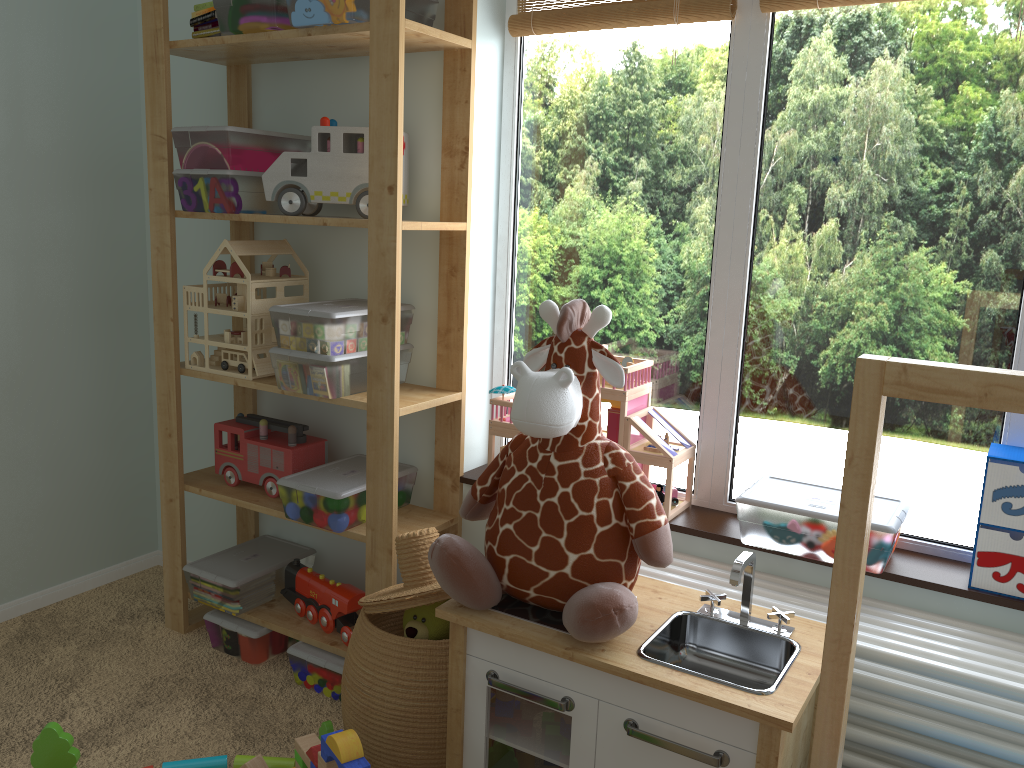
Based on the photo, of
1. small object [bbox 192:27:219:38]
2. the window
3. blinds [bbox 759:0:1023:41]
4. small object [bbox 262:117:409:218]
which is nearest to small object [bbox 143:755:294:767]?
the window

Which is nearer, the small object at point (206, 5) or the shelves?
the shelves

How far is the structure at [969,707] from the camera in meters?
1.4

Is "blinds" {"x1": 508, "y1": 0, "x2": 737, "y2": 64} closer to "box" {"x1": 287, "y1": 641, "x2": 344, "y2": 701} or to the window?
the window

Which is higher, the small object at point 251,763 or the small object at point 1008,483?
the small object at point 1008,483

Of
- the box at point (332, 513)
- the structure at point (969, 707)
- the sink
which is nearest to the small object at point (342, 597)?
the box at point (332, 513)

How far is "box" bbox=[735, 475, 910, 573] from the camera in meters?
1.6

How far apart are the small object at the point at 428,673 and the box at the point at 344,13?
1.0 meters

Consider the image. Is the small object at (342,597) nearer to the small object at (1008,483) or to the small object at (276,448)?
the small object at (276,448)

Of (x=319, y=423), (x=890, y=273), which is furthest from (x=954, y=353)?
(x=319, y=423)
